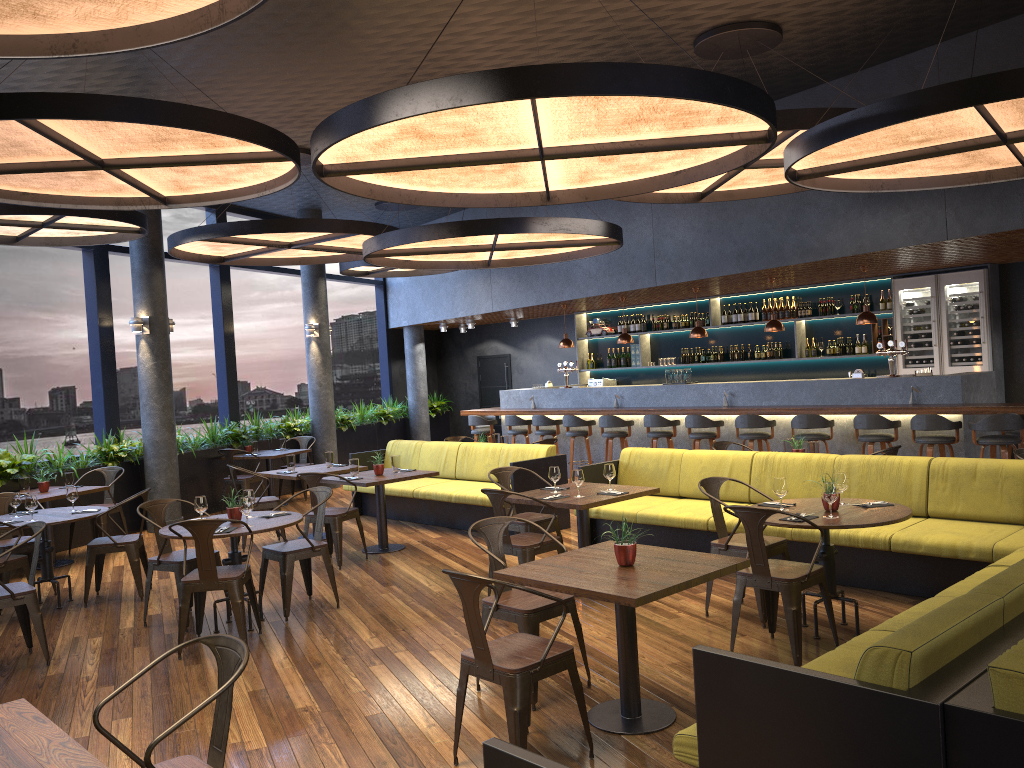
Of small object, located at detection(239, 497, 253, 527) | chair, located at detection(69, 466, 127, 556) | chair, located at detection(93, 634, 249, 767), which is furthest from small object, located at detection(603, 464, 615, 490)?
chair, located at detection(69, 466, 127, 556)

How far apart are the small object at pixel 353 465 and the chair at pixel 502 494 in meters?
2.8

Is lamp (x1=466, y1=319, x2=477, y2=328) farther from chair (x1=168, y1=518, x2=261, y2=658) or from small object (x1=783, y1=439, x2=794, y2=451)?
chair (x1=168, y1=518, x2=261, y2=658)

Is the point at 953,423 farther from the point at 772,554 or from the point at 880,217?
the point at 772,554

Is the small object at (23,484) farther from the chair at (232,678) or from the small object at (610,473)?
the chair at (232,678)

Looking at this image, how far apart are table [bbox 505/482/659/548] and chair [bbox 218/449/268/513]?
6.12m

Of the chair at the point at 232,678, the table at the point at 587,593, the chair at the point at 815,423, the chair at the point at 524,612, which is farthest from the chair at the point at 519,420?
the chair at the point at 232,678

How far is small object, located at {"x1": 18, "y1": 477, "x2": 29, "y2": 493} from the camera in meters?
9.1 m

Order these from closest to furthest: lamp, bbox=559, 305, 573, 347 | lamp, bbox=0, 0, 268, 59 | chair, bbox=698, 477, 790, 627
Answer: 1. lamp, bbox=0, 0, 268, 59
2. chair, bbox=698, 477, 790, 627
3. lamp, bbox=559, 305, 573, 347

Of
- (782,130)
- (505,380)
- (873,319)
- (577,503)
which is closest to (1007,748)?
(577,503)
